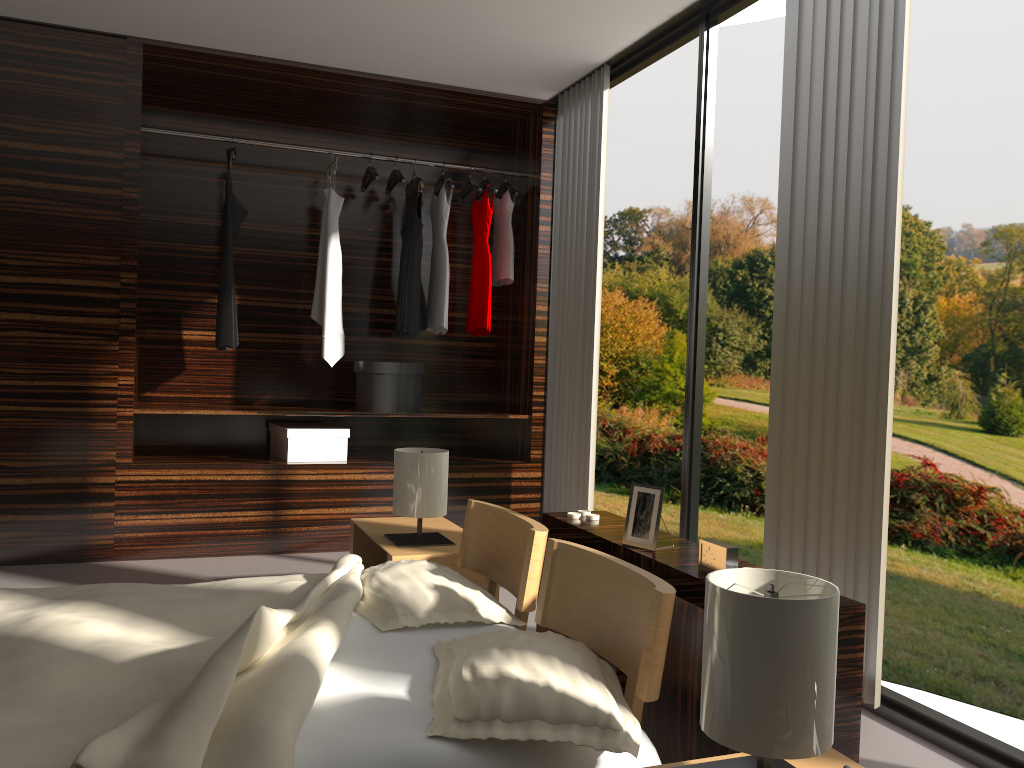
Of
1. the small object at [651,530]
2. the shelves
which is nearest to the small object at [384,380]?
the shelves

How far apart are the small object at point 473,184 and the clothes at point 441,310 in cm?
18

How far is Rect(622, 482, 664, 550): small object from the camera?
2.29m

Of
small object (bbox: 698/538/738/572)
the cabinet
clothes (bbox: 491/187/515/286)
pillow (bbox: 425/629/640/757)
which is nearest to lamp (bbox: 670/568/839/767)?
pillow (bbox: 425/629/640/757)

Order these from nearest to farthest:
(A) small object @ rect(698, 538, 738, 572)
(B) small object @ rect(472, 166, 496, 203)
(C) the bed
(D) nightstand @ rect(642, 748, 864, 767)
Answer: (C) the bed
(D) nightstand @ rect(642, 748, 864, 767)
(A) small object @ rect(698, 538, 738, 572)
(B) small object @ rect(472, 166, 496, 203)

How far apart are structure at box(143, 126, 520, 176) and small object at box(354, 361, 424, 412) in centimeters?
136cm

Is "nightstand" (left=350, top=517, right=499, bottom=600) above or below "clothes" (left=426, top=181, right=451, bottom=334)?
below

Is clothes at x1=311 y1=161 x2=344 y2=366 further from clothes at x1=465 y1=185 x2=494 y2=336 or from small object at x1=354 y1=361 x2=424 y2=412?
clothes at x1=465 y1=185 x2=494 y2=336

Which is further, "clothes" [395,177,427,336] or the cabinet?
"clothes" [395,177,427,336]

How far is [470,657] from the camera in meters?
1.7 m
